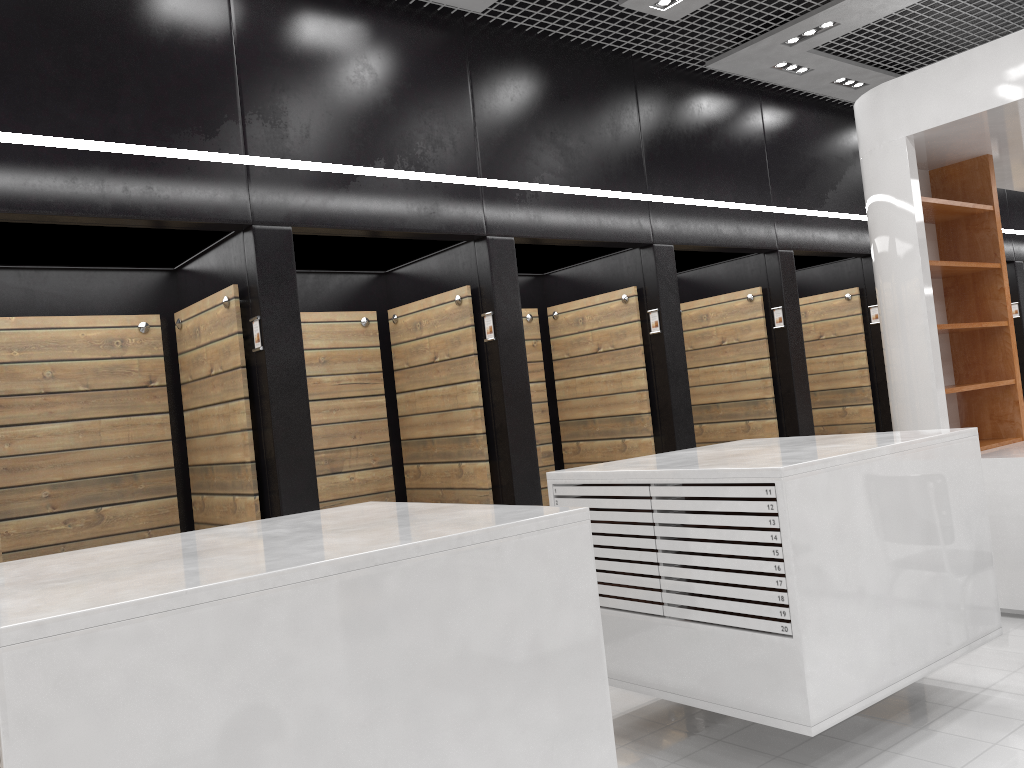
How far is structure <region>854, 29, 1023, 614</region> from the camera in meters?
5.2 m

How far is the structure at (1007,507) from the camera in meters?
5.2

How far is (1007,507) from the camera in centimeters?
518cm

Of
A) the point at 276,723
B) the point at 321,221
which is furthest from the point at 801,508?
the point at 321,221

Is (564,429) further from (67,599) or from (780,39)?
(67,599)
